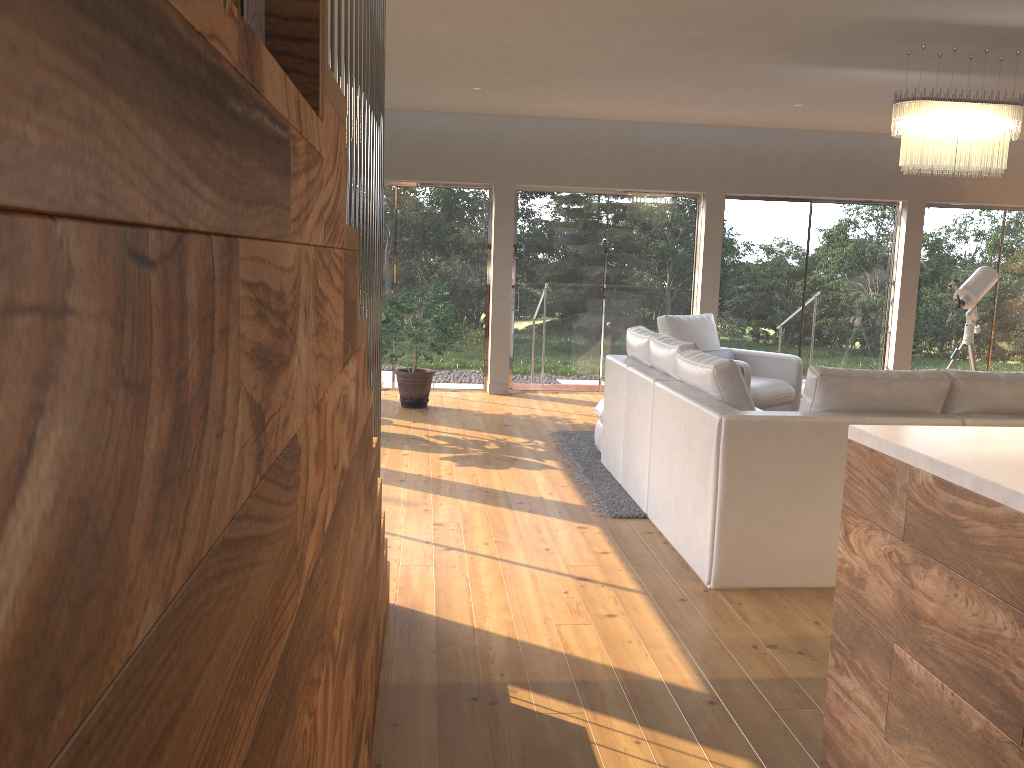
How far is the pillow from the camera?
7.7 meters

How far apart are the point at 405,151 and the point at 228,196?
8.6m

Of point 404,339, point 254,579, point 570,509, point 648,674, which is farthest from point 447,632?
point 404,339

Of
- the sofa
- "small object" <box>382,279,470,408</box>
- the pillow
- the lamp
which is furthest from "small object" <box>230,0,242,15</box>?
the pillow

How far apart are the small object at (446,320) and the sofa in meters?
2.0 m

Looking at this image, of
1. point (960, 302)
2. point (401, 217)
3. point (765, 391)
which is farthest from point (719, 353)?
point (401, 217)

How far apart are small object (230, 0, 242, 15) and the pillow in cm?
716

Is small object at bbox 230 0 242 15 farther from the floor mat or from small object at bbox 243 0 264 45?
the floor mat

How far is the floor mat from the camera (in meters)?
4.98

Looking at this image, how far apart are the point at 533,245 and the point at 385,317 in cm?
279
